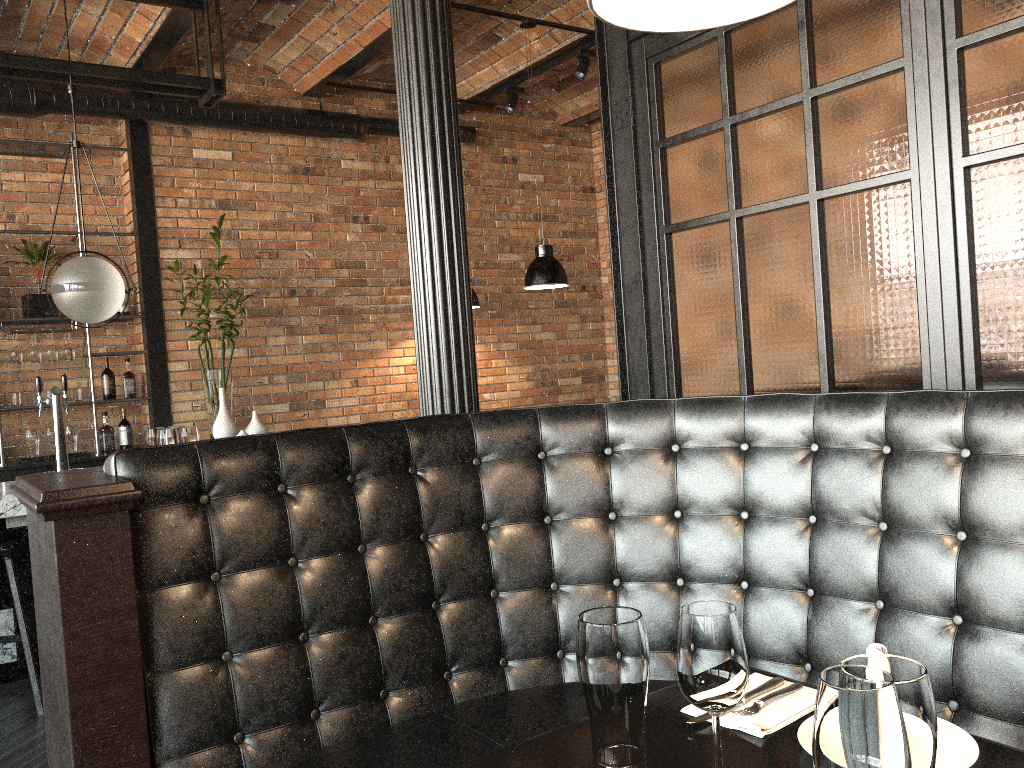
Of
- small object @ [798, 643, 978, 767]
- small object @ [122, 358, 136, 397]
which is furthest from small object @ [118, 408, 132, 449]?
small object @ [798, 643, 978, 767]

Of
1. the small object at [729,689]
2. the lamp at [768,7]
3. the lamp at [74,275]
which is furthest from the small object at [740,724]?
the lamp at [74,275]

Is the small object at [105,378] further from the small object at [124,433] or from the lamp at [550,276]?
the lamp at [550,276]

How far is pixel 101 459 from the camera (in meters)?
5.86

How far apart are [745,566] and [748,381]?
0.85m

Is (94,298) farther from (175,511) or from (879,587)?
(879,587)

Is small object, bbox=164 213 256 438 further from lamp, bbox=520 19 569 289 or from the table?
the table

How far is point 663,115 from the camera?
3.1 meters

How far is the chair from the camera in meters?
3.7

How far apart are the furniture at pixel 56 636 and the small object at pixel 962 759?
0.6 meters
